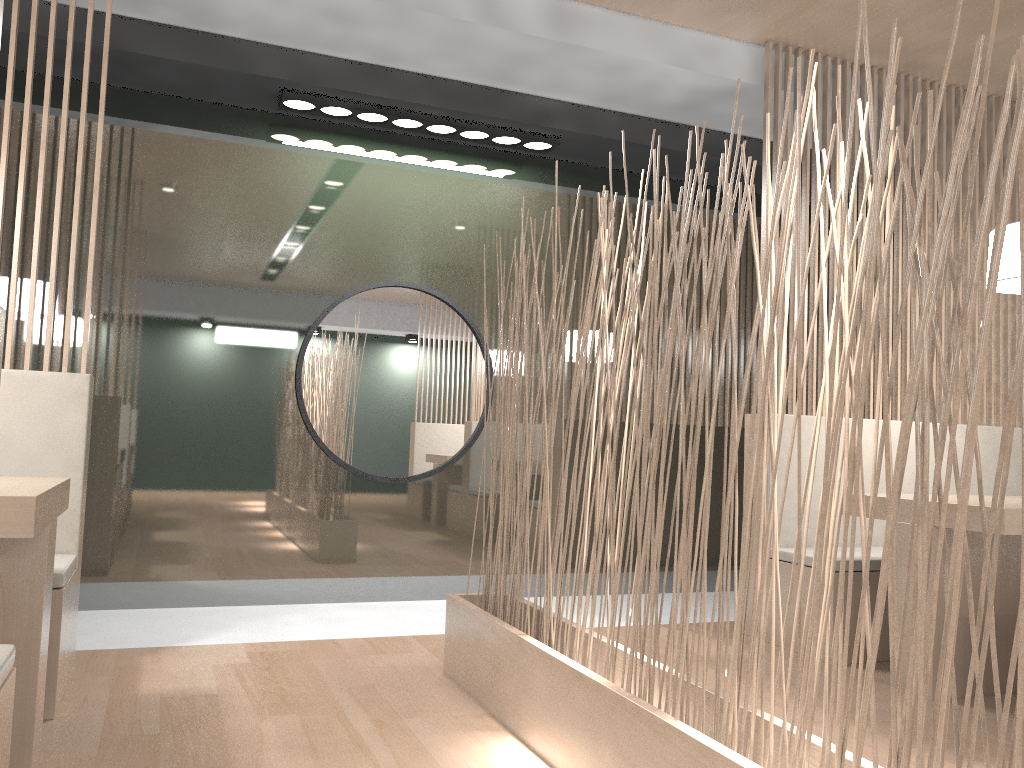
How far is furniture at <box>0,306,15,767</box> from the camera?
0.9 meters

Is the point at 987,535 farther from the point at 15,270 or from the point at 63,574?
the point at 15,270

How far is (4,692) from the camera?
0.92m

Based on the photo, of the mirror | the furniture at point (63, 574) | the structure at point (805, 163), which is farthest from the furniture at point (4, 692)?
the structure at point (805, 163)

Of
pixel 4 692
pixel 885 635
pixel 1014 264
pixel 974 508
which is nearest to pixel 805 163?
pixel 1014 264

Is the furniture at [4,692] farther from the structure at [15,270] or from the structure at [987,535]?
the structure at [15,270]

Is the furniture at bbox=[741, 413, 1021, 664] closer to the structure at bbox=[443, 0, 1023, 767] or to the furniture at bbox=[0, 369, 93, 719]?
the structure at bbox=[443, 0, 1023, 767]

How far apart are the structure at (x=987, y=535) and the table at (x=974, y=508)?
0.76m

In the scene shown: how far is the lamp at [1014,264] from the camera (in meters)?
1.96

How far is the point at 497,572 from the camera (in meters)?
1.82
